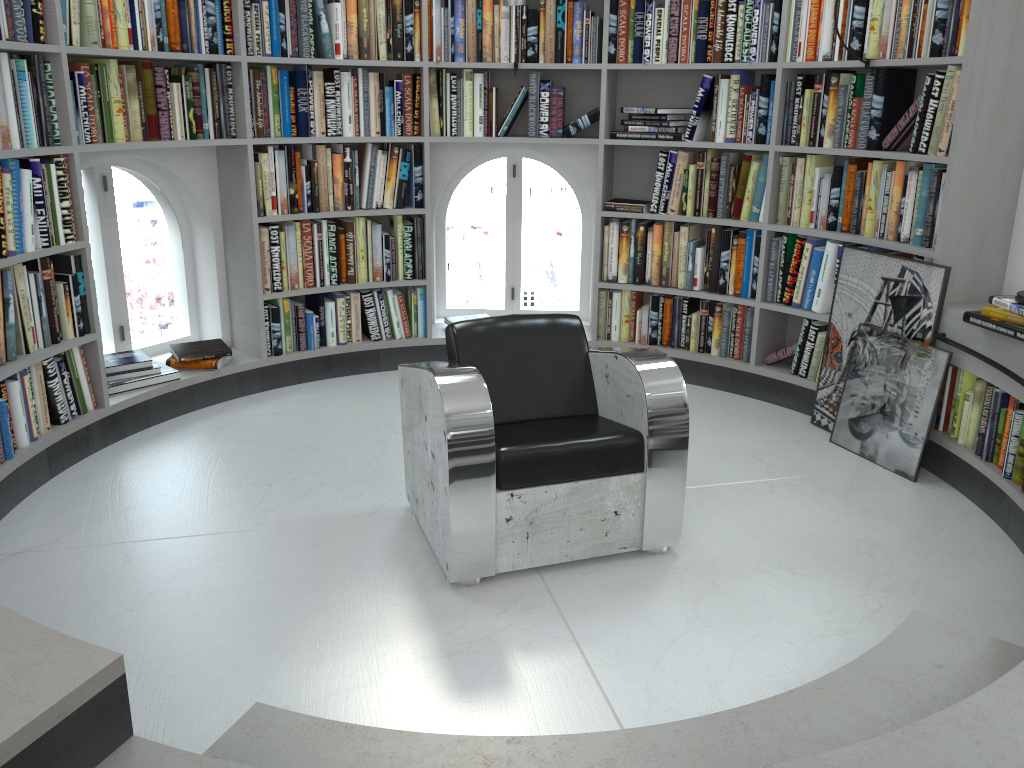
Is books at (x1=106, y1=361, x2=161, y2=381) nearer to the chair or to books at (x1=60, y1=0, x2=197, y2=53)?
books at (x1=60, y1=0, x2=197, y2=53)

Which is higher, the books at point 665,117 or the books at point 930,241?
the books at point 665,117

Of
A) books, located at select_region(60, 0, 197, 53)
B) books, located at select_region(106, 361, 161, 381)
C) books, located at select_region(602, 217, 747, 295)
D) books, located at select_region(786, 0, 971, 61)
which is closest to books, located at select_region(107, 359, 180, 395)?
books, located at select_region(106, 361, 161, 381)

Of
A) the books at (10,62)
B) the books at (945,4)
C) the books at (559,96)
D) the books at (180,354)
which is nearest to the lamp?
the books at (945,4)

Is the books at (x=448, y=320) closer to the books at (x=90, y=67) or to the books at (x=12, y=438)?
the books at (x=90, y=67)

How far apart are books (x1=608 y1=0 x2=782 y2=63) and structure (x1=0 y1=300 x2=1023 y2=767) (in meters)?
1.47

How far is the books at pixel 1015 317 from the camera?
3.1 meters

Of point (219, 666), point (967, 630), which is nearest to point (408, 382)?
point (219, 666)

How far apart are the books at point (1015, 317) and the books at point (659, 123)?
1.9 meters

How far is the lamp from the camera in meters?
3.2
